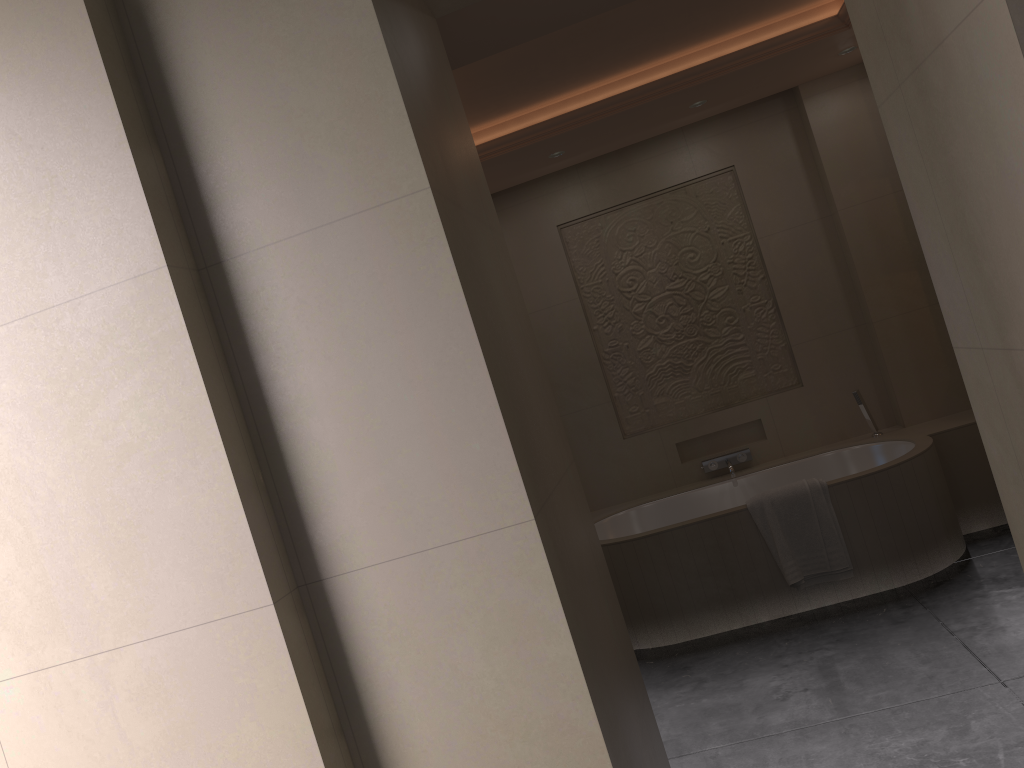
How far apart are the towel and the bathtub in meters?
0.0

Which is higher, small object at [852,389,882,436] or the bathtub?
small object at [852,389,882,436]

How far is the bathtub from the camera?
4.04m

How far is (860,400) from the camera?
4.8m

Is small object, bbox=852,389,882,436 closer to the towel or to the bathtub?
the bathtub

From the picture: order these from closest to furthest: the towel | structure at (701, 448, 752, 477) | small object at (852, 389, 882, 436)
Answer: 1. the towel
2. small object at (852, 389, 882, 436)
3. structure at (701, 448, 752, 477)

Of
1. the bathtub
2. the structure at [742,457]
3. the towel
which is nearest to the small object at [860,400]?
the bathtub

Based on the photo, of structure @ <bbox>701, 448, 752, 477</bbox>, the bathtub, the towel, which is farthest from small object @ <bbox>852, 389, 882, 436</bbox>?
the towel

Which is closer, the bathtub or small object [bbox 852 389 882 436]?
the bathtub

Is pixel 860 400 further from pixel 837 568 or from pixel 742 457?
pixel 837 568
